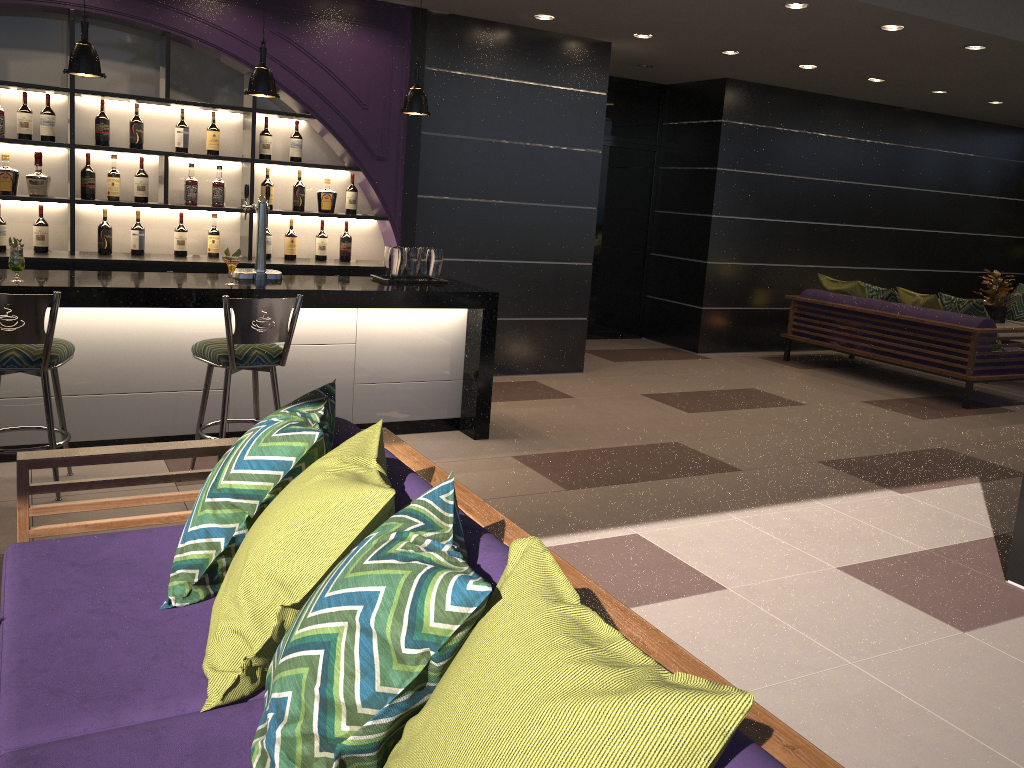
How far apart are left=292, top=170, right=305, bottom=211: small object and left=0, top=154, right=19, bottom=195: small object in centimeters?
171cm

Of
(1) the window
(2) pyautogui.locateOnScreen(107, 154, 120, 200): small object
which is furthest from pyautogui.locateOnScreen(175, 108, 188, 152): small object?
(1) the window

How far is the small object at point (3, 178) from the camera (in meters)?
5.35

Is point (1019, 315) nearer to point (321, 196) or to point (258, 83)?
point (321, 196)

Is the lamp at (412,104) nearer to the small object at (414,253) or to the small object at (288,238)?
the small object at (414,253)

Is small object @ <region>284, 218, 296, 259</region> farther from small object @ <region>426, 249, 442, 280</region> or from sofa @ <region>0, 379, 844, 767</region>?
sofa @ <region>0, 379, 844, 767</region>

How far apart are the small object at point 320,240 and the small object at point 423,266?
1.21m

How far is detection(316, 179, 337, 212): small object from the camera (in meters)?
6.30

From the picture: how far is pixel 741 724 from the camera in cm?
143

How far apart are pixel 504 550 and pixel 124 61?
5.19m
